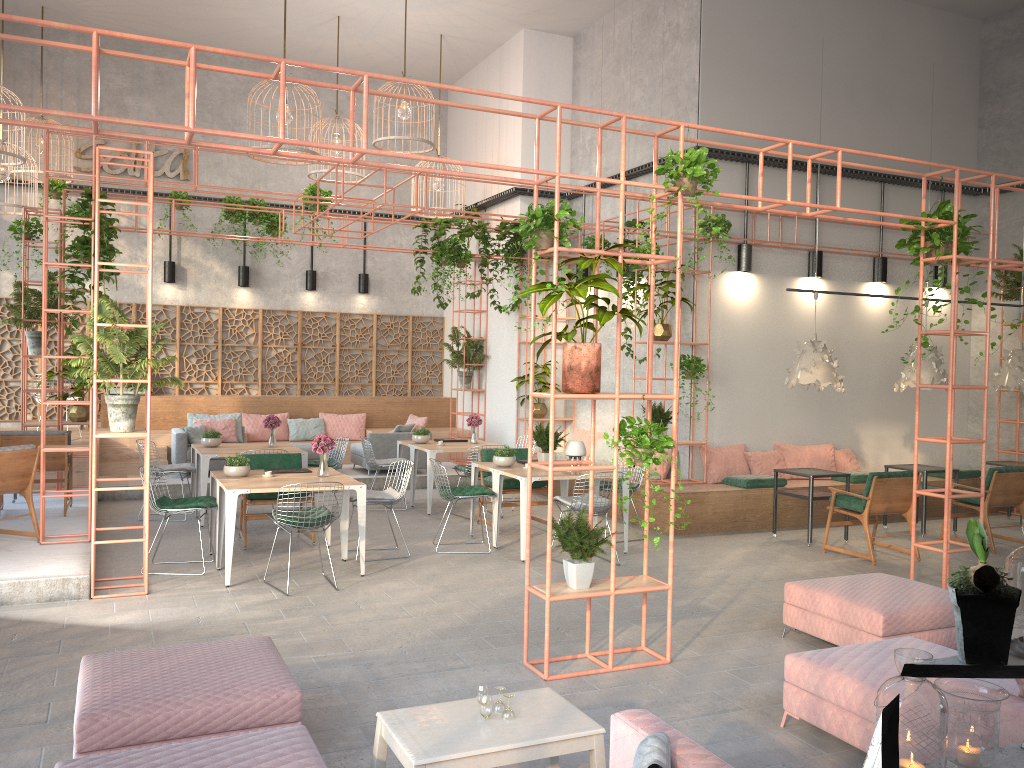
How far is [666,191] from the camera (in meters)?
5.82

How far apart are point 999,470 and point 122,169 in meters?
13.7 m

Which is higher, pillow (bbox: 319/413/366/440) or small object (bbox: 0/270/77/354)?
small object (bbox: 0/270/77/354)

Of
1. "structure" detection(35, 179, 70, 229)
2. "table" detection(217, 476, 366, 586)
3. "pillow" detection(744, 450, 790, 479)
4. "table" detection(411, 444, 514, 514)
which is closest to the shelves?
"table" detection(217, 476, 366, 586)

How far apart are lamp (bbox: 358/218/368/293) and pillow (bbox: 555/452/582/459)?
5.5 meters

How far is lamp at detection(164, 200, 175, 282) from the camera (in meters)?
15.07

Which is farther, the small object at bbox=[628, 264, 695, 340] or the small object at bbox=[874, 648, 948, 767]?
the small object at bbox=[628, 264, 695, 340]

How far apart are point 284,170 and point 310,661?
12.10m

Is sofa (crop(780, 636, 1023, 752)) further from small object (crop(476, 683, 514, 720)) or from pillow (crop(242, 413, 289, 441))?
pillow (crop(242, 413, 289, 441))

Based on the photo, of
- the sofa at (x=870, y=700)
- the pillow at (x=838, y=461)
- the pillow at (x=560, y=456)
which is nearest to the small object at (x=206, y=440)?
the pillow at (x=560, y=456)
